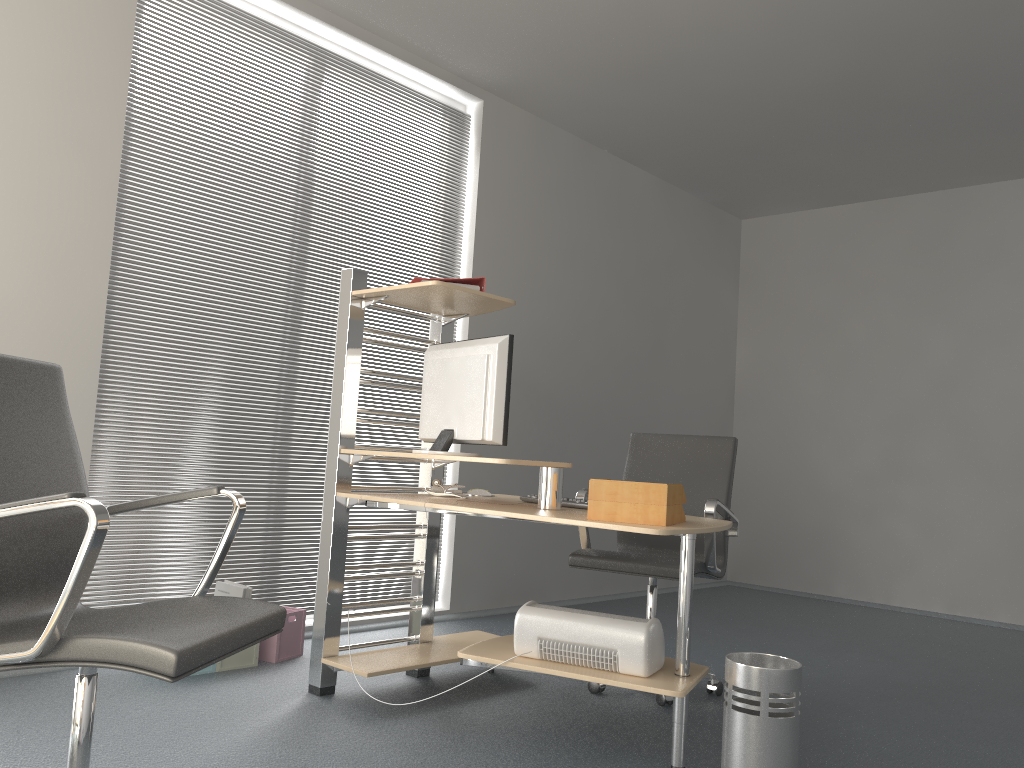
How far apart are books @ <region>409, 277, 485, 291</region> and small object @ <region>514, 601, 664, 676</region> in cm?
115

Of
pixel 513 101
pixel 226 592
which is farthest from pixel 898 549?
pixel 226 592

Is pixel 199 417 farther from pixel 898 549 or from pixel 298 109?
pixel 898 549

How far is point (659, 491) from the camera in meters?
2.5

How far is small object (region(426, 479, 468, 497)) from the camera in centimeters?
339cm

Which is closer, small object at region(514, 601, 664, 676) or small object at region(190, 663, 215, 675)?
small object at region(514, 601, 664, 676)

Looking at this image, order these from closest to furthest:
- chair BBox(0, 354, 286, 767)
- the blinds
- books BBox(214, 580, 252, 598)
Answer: chair BBox(0, 354, 286, 767) < books BBox(214, 580, 252, 598) < the blinds

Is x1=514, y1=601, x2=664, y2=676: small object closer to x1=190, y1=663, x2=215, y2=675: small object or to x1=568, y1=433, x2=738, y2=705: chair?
x1=568, y1=433, x2=738, y2=705: chair

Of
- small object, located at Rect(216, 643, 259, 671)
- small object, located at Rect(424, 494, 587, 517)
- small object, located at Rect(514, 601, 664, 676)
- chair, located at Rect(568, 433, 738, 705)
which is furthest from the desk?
small object, located at Rect(216, 643, 259, 671)

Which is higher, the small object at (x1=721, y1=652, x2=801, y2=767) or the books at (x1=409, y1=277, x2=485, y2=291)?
the books at (x1=409, y1=277, x2=485, y2=291)
